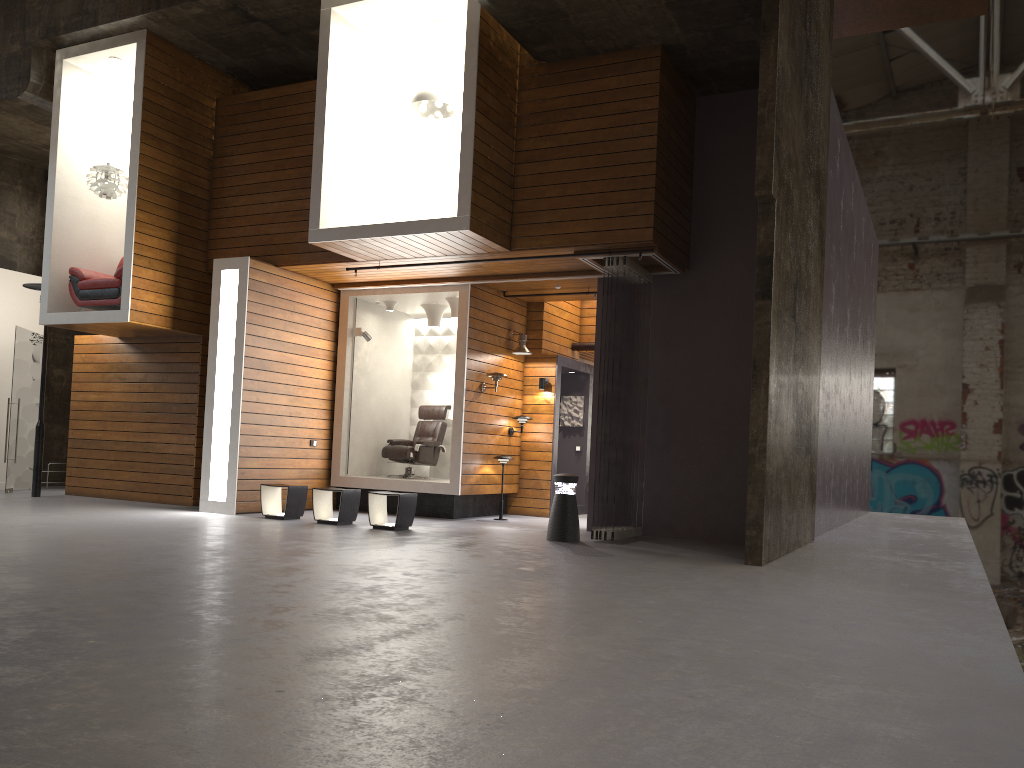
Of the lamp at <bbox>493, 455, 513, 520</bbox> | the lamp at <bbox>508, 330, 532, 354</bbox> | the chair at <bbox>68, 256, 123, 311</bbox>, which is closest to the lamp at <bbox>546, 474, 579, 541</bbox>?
the lamp at <bbox>493, 455, 513, 520</bbox>

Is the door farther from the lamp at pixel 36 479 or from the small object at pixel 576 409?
the small object at pixel 576 409

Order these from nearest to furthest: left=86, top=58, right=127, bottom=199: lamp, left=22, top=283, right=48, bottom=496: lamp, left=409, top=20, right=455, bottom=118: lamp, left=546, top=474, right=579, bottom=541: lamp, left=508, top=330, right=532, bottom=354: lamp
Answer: left=546, top=474, right=579, bottom=541: lamp → left=409, top=20, right=455, bottom=118: lamp → left=86, top=58, right=127, bottom=199: lamp → left=22, top=283, right=48, bottom=496: lamp → left=508, top=330, right=532, bottom=354: lamp

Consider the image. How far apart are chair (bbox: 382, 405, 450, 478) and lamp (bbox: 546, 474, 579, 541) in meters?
3.5 m

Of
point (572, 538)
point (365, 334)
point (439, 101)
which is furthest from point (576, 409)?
point (439, 101)

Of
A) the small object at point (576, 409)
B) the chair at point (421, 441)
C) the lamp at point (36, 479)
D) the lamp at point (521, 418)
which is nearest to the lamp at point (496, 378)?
the lamp at point (521, 418)

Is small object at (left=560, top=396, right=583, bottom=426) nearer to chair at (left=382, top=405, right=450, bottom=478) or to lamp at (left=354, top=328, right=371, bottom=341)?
chair at (left=382, top=405, right=450, bottom=478)

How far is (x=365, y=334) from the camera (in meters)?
12.14

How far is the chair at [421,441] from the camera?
12.2m

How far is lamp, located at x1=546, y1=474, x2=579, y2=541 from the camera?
9.01m
